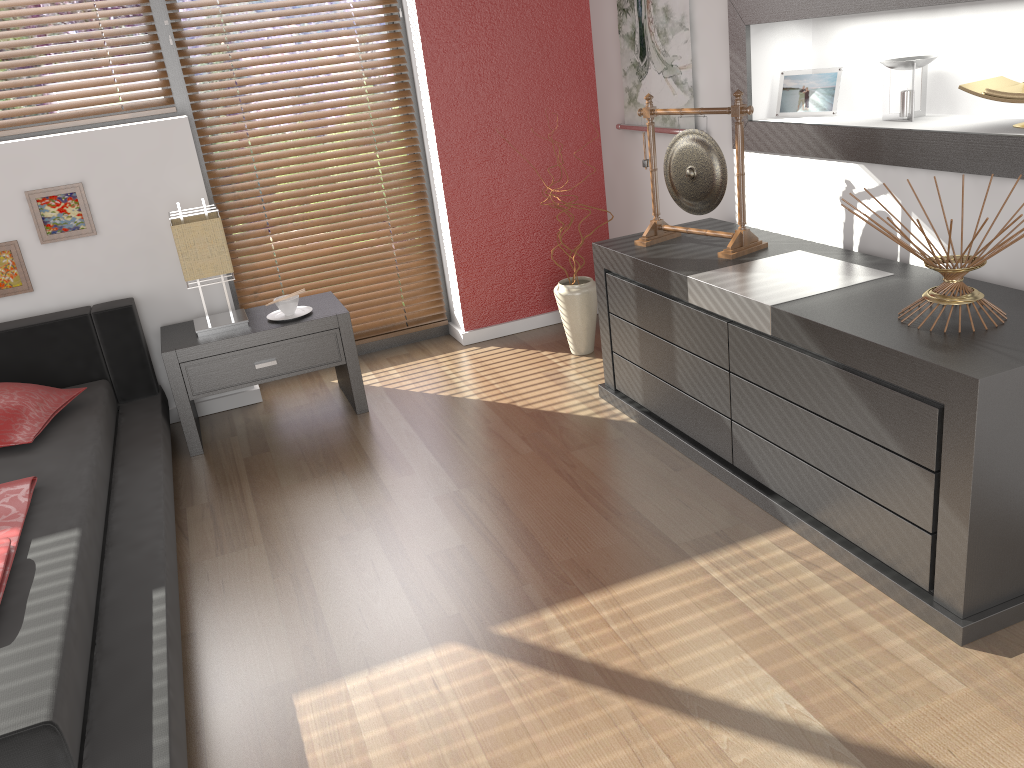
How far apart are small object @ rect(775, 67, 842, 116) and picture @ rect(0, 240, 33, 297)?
2.8 meters

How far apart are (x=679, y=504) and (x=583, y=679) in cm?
79

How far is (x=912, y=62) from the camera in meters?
2.5 m

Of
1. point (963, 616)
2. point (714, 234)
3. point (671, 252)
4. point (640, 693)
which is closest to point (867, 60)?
point (714, 234)

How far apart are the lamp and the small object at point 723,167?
1.54m

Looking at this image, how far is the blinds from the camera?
3.5 meters

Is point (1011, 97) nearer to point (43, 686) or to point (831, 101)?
point (831, 101)

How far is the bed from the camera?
1.7m

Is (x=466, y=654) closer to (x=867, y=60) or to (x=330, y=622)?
(x=330, y=622)

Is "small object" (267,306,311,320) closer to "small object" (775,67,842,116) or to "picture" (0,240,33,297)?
"picture" (0,240,33,297)
